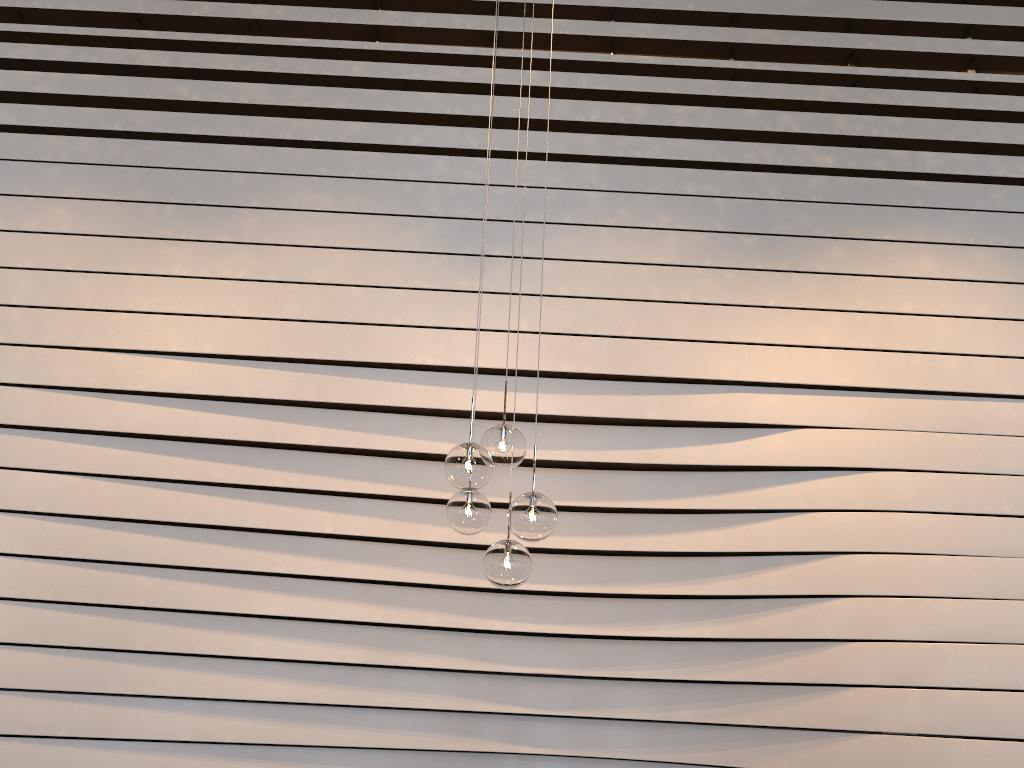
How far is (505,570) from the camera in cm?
287

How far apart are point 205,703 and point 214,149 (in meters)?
2.49

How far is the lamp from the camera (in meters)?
2.87

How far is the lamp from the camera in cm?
287
